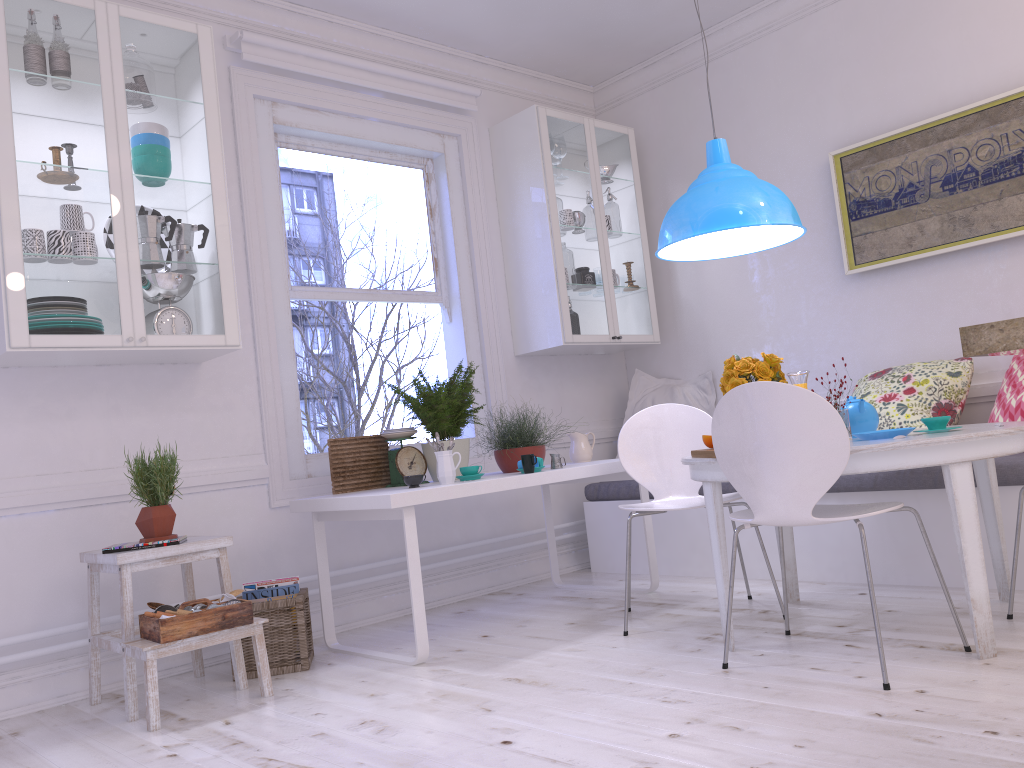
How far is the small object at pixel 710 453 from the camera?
2.8 meters

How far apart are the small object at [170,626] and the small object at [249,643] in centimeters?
23cm

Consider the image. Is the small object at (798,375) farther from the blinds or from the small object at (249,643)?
the blinds

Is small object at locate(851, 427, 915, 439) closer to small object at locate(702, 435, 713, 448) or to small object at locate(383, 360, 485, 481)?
small object at locate(702, 435, 713, 448)

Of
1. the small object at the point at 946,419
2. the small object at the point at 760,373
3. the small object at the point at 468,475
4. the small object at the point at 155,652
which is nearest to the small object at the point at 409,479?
the small object at the point at 468,475

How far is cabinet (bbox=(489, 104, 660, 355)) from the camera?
4.76m

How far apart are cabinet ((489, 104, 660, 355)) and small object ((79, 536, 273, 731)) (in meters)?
2.14

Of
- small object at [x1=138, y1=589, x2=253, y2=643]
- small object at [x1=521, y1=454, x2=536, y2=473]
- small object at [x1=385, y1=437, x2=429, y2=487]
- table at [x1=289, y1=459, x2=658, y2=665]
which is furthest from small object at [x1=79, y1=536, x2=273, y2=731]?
small object at [x1=521, y1=454, x2=536, y2=473]

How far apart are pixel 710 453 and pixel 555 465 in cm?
107

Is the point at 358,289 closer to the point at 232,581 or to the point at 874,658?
the point at 232,581
